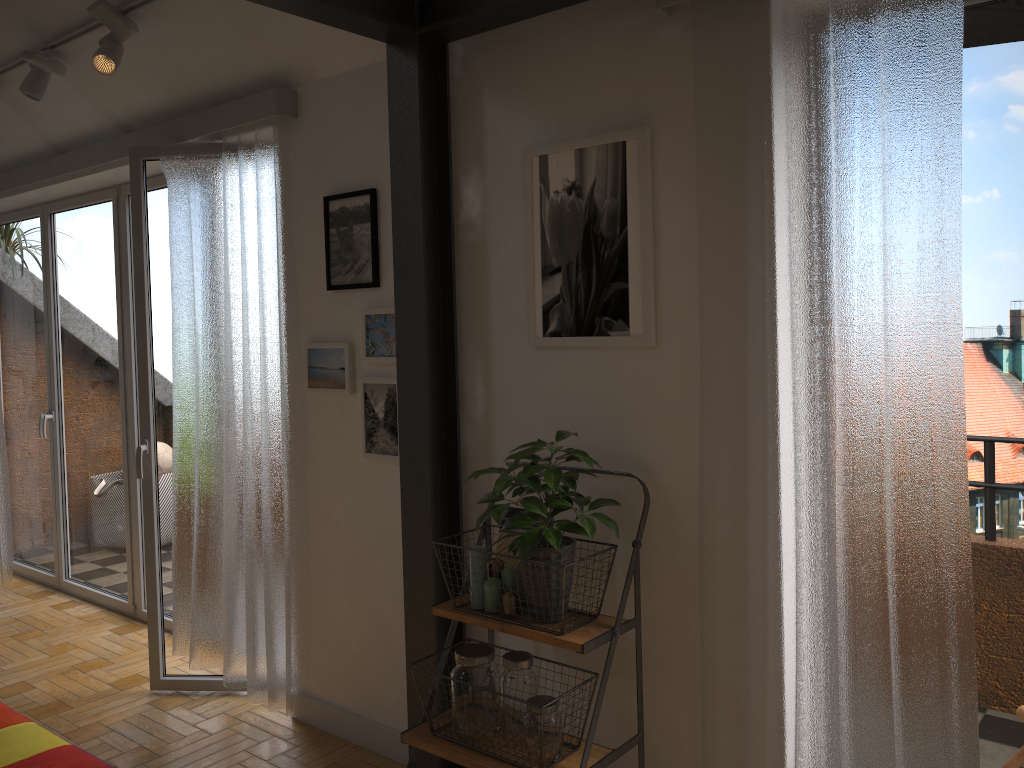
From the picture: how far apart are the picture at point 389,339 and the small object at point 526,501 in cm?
73

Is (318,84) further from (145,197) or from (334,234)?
(145,197)

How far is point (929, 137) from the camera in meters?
1.9 m

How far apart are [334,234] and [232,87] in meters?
0.8

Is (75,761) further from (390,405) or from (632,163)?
(632,163)

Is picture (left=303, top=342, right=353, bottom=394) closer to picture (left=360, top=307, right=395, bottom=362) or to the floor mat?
picture (left=360, top=307, right=395, bottom=362)

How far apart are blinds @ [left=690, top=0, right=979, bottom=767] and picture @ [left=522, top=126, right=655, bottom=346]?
0.1 meters

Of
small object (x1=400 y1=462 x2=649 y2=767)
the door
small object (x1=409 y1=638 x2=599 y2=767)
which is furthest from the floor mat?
small object (x1=409 y1=638 x2=599 y2=767)

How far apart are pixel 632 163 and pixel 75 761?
2.8 meters

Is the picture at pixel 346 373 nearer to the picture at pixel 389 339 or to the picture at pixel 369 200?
the picture at pixel 389 339
